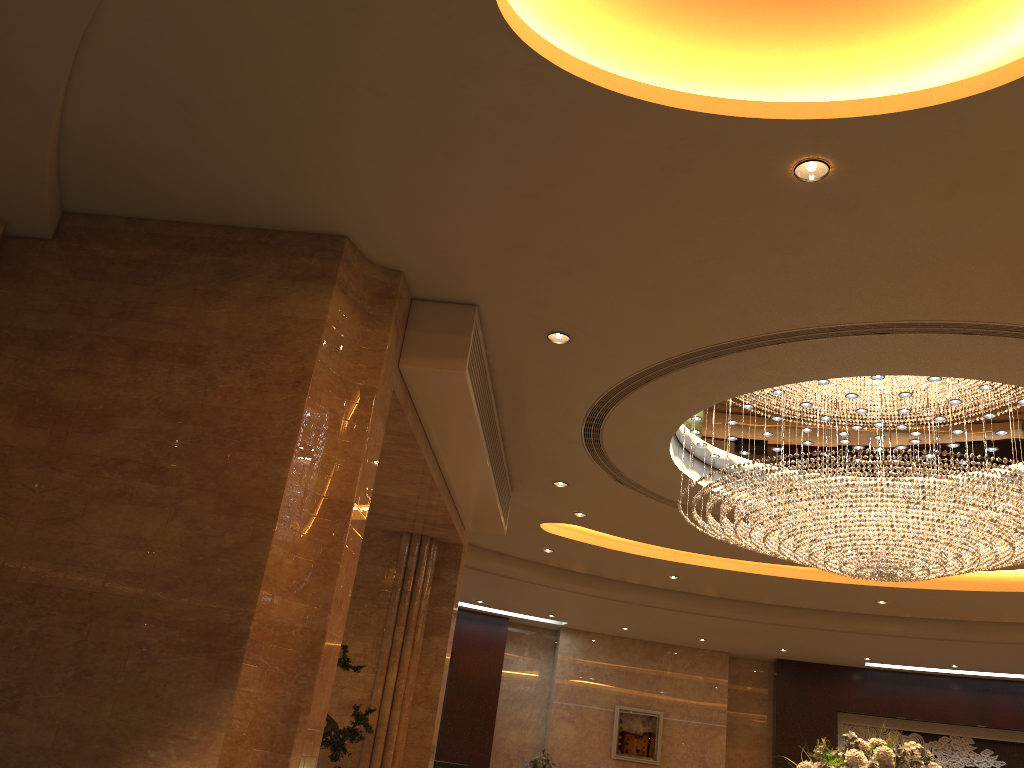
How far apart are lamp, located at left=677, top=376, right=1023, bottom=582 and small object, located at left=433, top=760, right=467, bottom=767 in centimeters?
754cm

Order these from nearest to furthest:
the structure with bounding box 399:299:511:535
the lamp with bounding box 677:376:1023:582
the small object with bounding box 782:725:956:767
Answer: the structure with bounding box 399:299:511:535 → the small object with bounding box 782:725:956:767 → the lamp with bounding box 677:376:1023:582

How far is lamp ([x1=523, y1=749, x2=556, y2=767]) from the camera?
13.5m

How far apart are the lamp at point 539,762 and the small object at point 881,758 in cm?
767

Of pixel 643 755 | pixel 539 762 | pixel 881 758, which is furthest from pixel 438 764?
pixel 881 758

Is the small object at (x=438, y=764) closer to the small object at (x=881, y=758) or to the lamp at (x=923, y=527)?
the lamp at (x=923, y=527)

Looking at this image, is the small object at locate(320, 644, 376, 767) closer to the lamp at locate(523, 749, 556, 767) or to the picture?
the lamp at locate(523, 749, 556, 767)

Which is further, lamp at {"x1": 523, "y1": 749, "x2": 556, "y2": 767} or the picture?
the picture

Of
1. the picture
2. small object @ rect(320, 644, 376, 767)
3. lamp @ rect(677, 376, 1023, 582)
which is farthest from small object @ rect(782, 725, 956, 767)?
the picture

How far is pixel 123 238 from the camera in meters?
5.2
